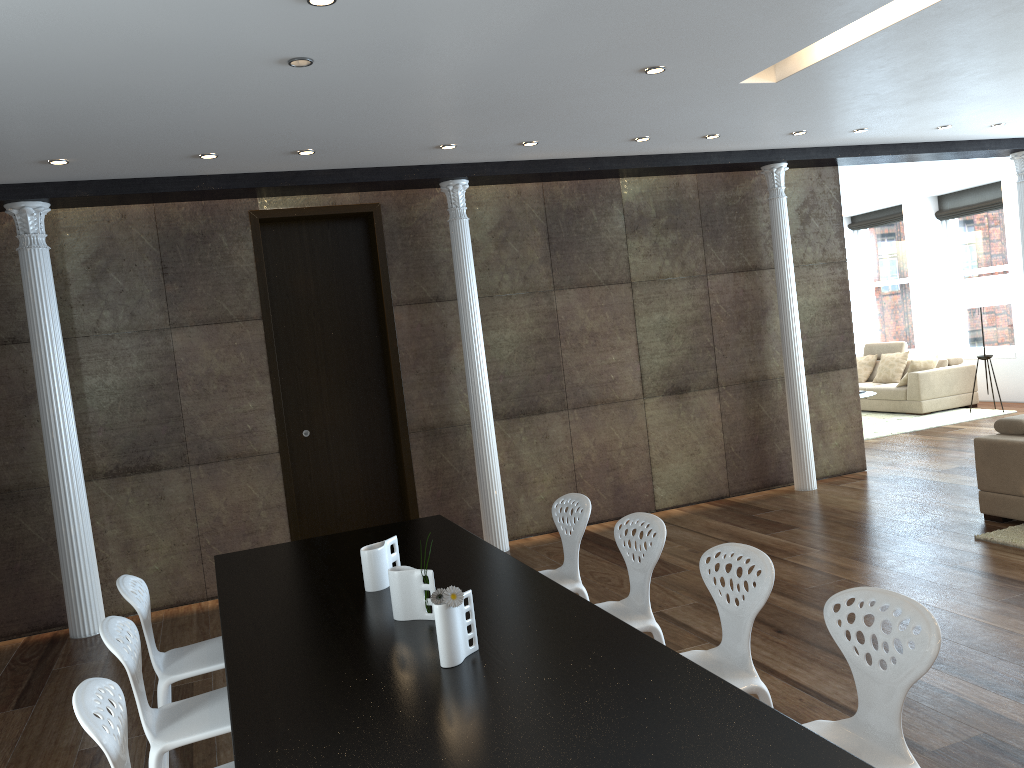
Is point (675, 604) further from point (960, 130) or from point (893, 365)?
point (893, 365)

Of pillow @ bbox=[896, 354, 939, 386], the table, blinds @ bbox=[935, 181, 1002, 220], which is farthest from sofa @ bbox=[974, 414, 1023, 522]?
blinds @ bbox=[935, 181, 1002, 220]

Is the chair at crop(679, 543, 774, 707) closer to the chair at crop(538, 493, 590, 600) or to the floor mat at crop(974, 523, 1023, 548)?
the chair at crop(538, 493, 590, 600)

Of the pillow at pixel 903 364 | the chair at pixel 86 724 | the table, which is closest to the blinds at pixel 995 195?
the pillow at pixel 903 364

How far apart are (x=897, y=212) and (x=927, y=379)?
3.5m

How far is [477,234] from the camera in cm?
715

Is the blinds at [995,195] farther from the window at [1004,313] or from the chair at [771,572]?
the chair at [771,572]

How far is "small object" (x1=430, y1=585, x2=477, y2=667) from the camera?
2.57m

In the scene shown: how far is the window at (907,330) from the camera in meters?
14.0 m

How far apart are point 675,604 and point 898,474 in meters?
4.0 m
